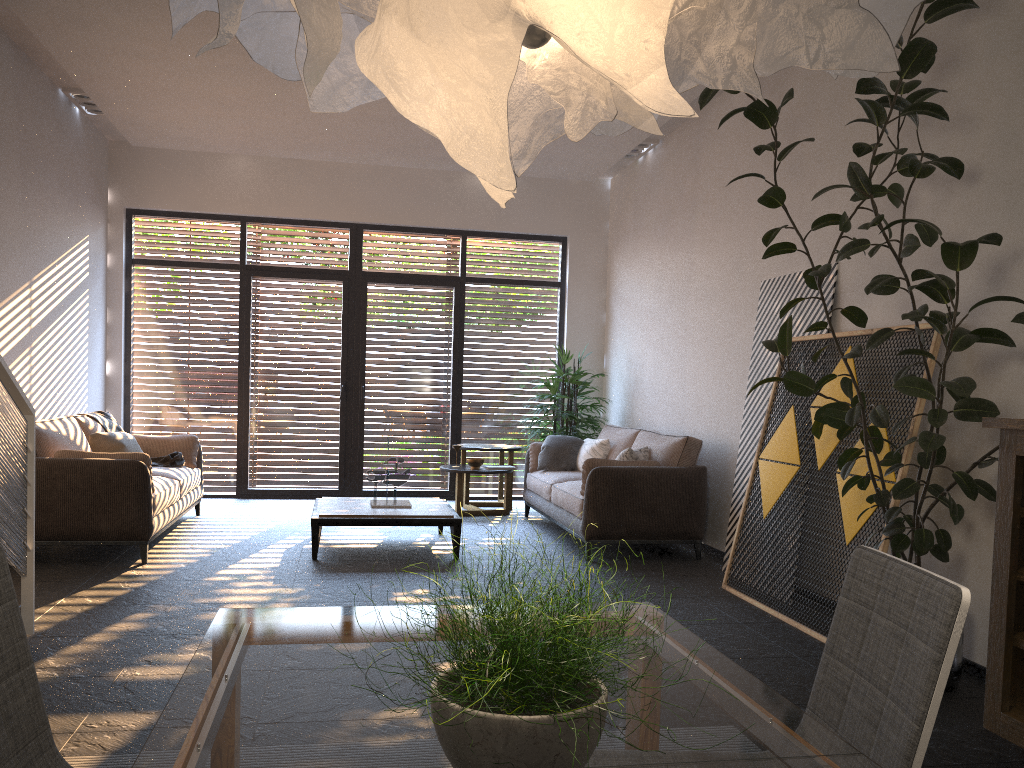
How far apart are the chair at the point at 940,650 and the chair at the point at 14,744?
1.4 meters

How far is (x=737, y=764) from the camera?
1.2m

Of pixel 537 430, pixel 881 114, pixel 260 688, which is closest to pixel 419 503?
pixel 537 430

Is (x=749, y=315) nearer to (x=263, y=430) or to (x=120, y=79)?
(x=120, y=79)

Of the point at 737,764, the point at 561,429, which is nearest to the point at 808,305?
the point at 561,429

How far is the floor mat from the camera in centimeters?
273cm

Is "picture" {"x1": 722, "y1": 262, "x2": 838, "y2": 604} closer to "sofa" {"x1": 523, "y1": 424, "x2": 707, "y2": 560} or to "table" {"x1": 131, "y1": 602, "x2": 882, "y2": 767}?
"sofa" {"x1": 523, "y1": 424, "x2": 707, "y2": 560}

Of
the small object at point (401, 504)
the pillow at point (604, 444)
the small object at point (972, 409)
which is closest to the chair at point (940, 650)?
the small object at point (972, 409)

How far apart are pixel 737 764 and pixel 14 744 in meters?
1.2 m

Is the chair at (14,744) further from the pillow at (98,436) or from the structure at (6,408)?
the pillow at (98,436)
